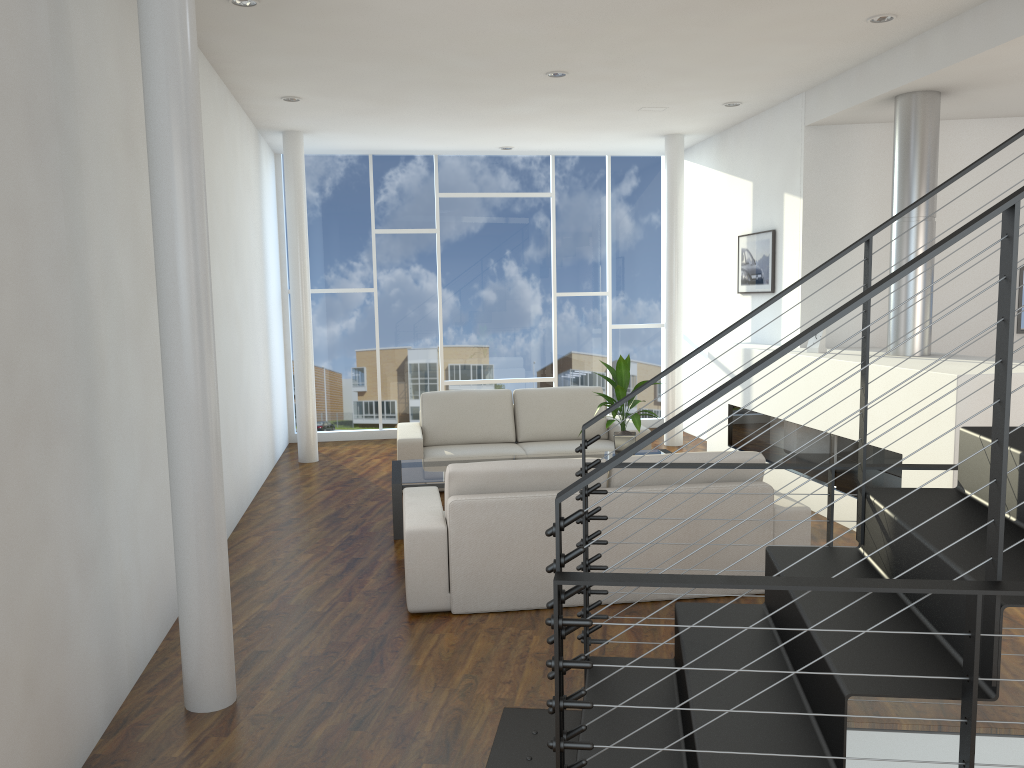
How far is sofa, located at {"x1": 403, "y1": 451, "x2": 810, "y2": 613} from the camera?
3.31m

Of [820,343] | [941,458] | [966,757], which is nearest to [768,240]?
[820,343]

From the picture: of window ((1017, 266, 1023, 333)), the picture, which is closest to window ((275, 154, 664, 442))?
the picture

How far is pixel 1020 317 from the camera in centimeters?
540cm

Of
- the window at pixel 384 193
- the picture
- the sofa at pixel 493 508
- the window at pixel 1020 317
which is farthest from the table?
the window at pixel 1020 317

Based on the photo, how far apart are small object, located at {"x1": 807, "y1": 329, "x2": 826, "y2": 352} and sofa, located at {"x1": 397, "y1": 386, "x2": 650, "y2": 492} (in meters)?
1.22

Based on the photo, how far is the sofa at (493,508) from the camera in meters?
3.3

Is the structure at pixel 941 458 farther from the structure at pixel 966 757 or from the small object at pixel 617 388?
the structure at pixel 966 757

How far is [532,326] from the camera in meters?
7.8 m

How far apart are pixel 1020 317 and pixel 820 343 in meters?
1.4 m
